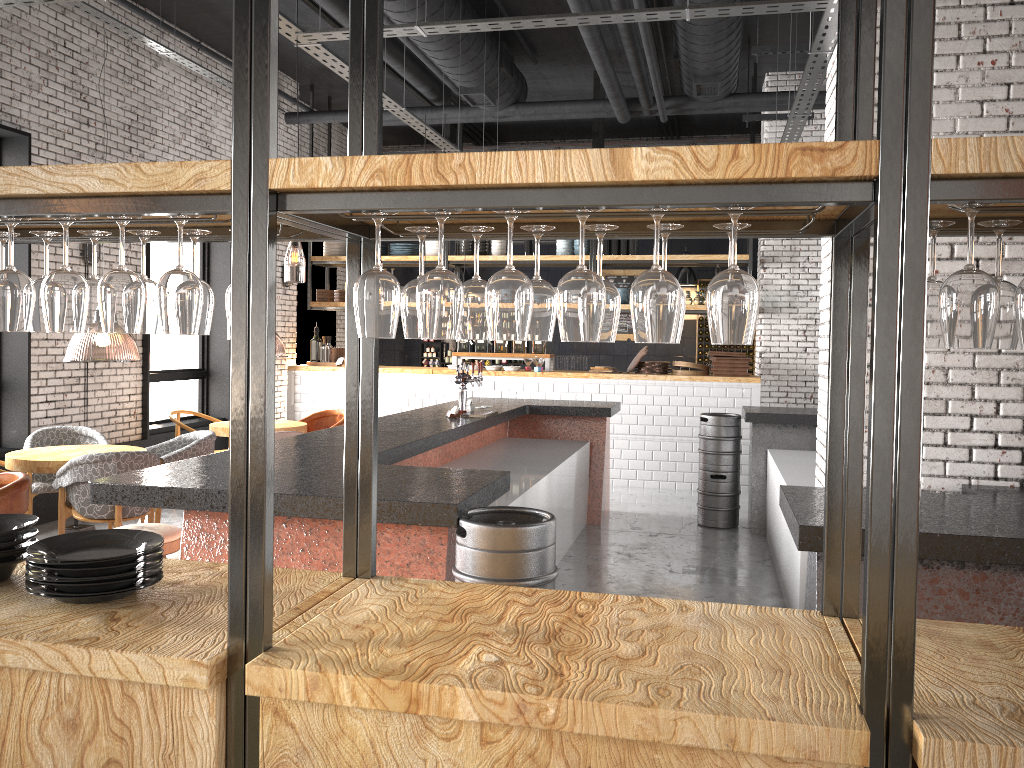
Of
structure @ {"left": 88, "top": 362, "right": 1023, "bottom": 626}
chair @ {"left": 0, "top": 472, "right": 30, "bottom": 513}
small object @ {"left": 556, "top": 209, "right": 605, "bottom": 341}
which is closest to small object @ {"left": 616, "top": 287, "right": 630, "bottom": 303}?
structure @ {"left": 88, "top": 362, "right": 1023, "bottom": 626}

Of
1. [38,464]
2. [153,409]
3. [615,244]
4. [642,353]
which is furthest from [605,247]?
[38,464]

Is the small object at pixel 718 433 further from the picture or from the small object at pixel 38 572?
the small object at pixel 38 572

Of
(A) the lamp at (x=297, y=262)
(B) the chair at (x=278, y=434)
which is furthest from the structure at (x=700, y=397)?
(B) the chair at (x=278, y=434)

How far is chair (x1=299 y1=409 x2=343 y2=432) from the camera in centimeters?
949cm

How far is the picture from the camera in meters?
14.2

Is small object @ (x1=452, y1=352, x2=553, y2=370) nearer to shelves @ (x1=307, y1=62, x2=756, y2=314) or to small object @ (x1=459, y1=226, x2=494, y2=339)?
shelves @ (x1=307, y1=62, x2=756, y2=314)

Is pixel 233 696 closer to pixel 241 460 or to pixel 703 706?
pixel 241 460

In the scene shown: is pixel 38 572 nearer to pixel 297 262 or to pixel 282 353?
pixel 282 353

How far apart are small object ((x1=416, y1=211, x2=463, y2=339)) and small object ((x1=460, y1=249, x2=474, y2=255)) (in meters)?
9.71
